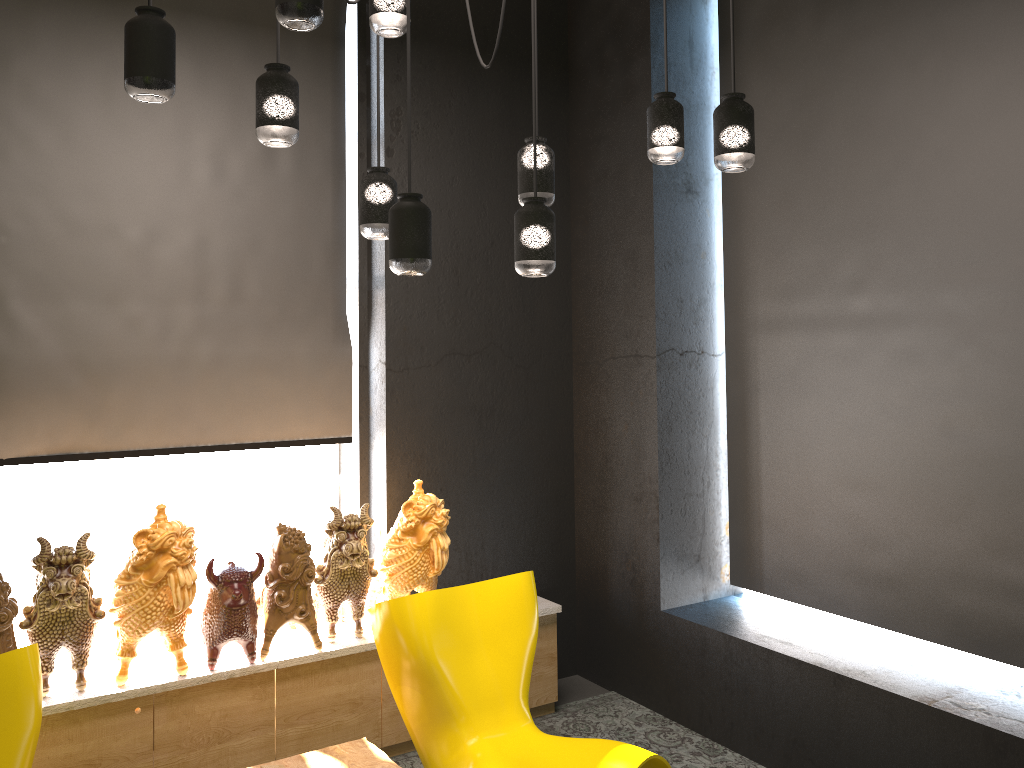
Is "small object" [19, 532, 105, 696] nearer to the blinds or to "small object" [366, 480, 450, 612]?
the blinds

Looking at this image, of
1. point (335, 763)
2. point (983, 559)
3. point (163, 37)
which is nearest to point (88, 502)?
point (335, 763)

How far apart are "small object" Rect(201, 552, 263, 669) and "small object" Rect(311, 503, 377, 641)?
0.29m

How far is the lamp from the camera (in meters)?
2.19

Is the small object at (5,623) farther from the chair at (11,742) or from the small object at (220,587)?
the small object at (220,587)

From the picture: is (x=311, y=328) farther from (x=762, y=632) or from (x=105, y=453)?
(x=762, y=632)

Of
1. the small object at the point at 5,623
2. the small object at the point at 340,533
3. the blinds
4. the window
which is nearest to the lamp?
the blinds

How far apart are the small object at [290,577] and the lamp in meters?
1.4 m

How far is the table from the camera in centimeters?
317cm

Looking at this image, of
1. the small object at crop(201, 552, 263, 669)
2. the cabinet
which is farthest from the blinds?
the cabinet
